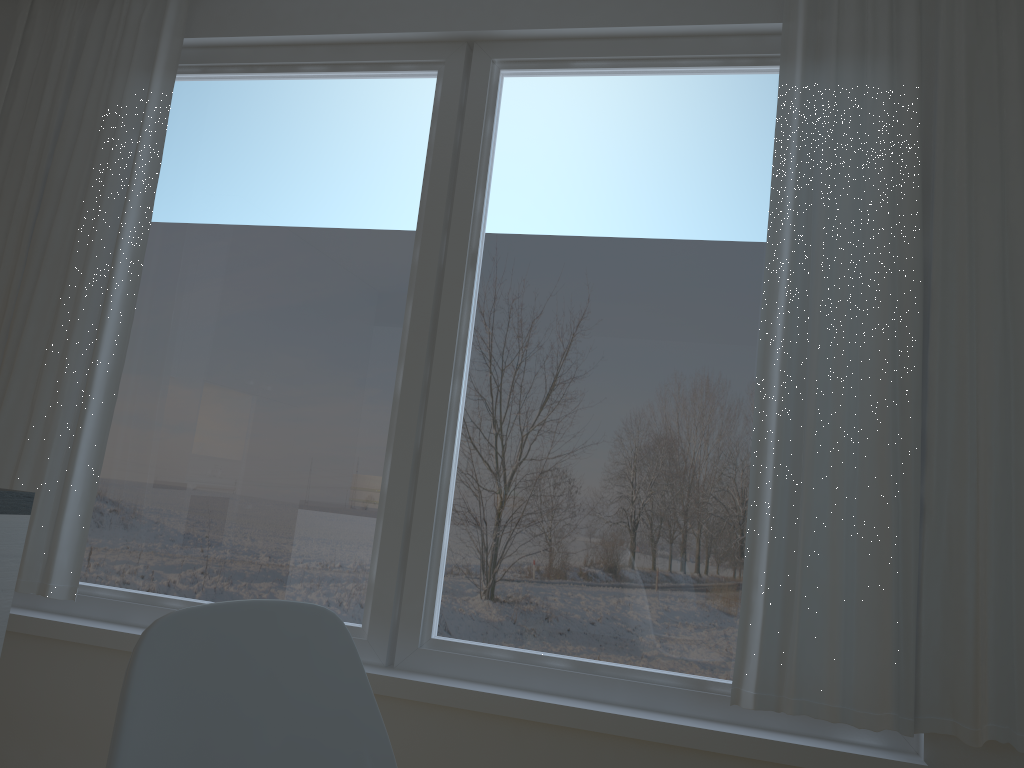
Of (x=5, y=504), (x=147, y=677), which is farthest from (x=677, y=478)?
(x=147, y=677)

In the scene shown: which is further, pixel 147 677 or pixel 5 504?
pixel 5 504

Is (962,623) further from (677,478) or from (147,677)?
(147,677)

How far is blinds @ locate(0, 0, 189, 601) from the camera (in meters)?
2.69

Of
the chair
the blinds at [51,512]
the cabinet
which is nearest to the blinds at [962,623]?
the chair

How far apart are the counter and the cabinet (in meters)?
0.01

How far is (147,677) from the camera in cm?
76

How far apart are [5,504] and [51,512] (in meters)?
1.28

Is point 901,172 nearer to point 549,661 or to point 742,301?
point 742,301

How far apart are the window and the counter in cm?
113
